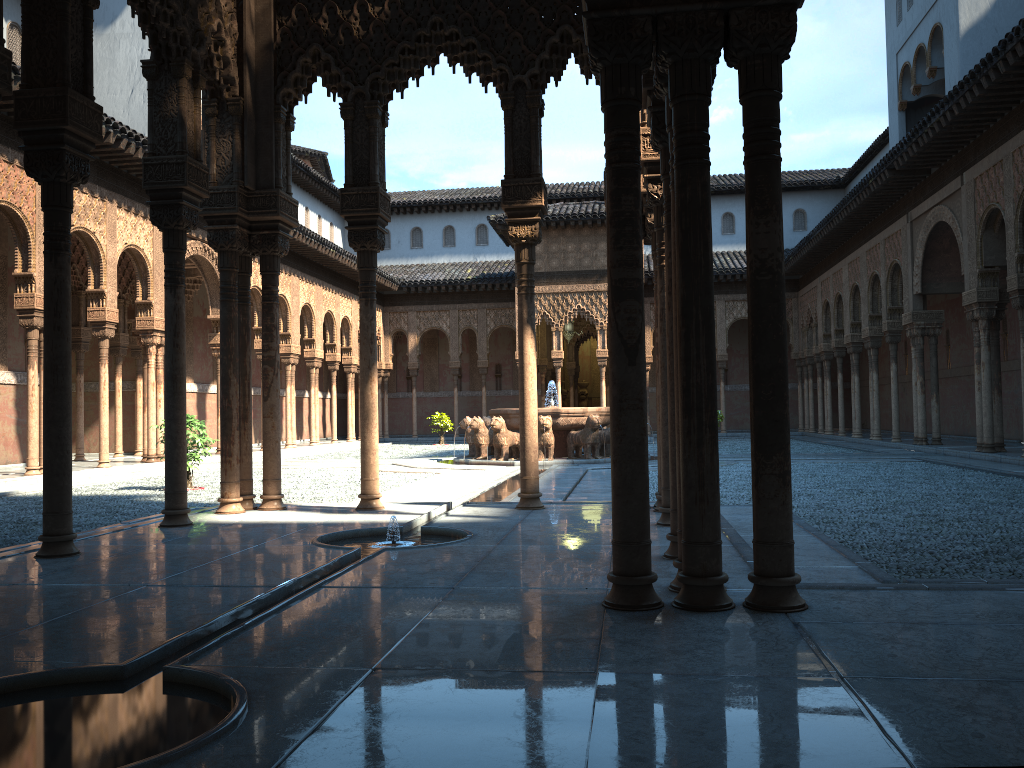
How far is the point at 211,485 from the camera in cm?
1528

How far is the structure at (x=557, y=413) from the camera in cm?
1937

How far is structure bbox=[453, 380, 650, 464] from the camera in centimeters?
1937cm

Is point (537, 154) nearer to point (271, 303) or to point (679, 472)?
point (271, 303)

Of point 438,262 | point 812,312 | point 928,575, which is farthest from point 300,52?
point 438,262

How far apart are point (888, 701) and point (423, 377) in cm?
3808

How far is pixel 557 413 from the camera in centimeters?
1937cm
